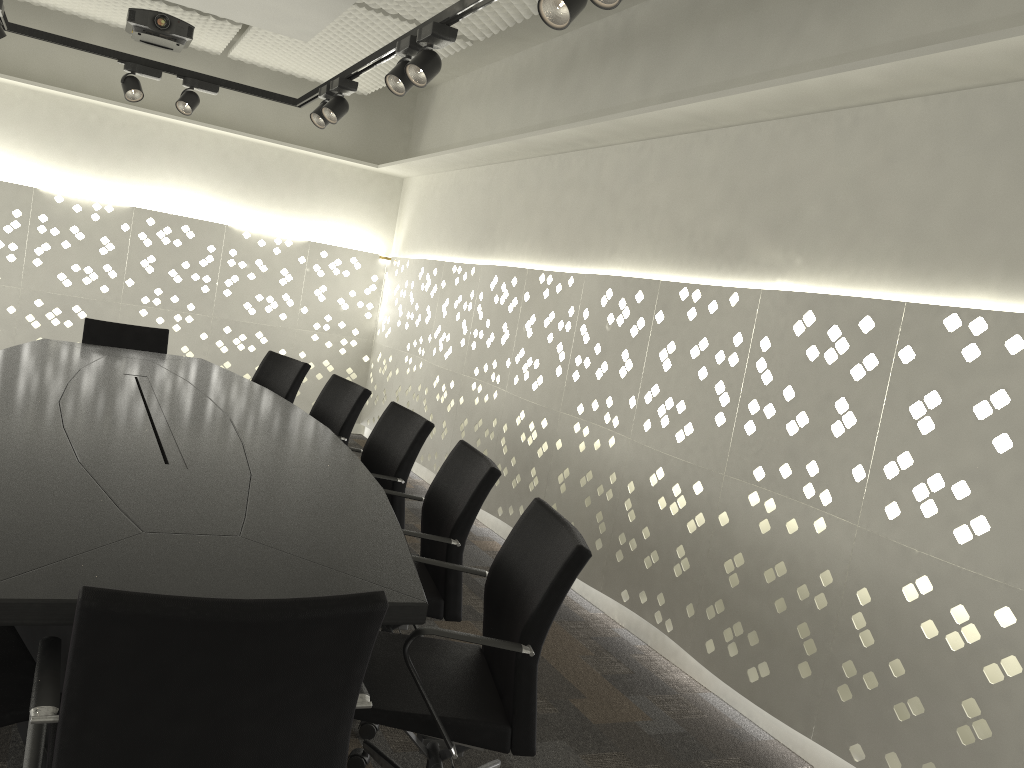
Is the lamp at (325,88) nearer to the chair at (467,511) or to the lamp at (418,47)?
the lamp at (418,47)

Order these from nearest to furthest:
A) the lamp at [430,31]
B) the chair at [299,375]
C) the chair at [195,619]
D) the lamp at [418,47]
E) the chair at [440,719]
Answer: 1. the chair at [195,619]
2. the chair at [440,719]
3. the lamp at [430,31]
4. the lamp at [418,47]
5. the chair at [299,375]

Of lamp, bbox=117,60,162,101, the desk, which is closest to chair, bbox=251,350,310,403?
the desk

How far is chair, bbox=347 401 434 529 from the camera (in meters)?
3.09

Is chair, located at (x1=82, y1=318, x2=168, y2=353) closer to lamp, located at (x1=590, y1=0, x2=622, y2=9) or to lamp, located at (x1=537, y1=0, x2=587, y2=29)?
lamp, located at (x1=537, y1=0, x2=587, y2=29)

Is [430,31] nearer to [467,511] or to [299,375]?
[467,511]

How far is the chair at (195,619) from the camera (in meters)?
1.15

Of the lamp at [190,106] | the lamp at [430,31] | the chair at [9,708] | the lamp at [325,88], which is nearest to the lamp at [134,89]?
the lamp at [190,106]

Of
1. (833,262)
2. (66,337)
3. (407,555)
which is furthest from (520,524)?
(66,337)

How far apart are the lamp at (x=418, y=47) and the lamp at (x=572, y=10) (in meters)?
1.06
